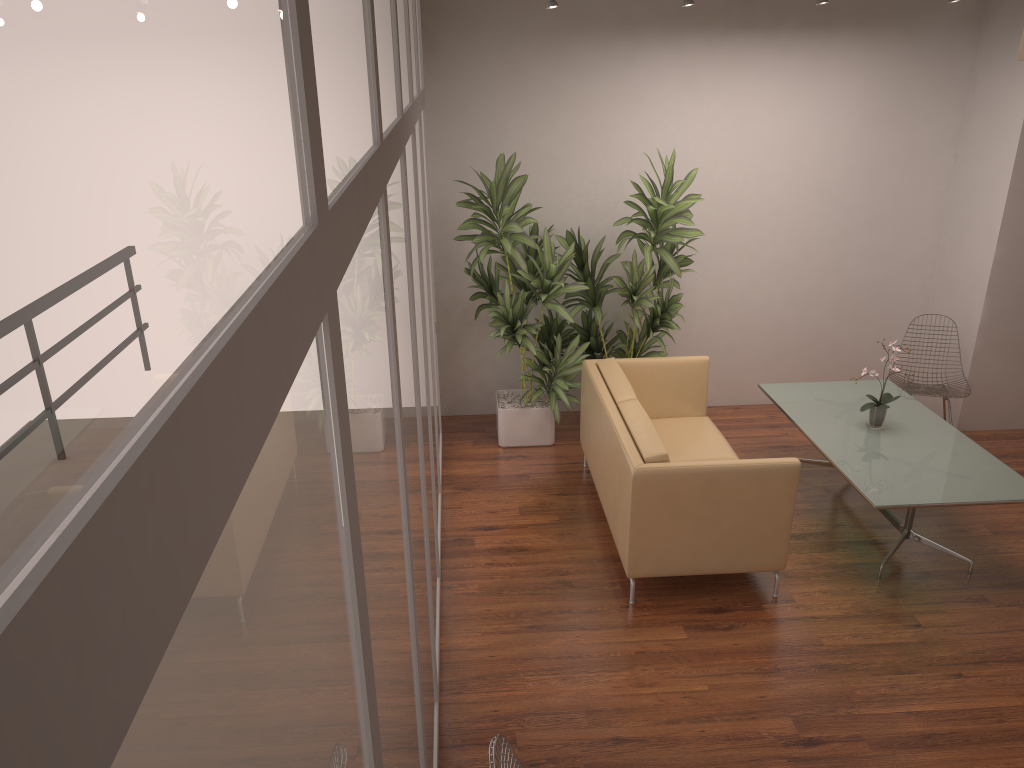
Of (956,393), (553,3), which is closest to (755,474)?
(956,393)

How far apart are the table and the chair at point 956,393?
0.3m

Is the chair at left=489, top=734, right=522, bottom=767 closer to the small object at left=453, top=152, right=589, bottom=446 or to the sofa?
the sofa

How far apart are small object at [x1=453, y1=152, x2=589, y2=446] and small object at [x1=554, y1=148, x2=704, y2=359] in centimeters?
9cm

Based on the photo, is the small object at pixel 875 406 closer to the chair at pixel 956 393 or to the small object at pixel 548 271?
the chair at pixel 956 393

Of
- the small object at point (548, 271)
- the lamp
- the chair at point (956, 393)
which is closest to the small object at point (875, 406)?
the chair at point (956, 393)

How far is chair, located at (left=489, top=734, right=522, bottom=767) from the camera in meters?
2.4

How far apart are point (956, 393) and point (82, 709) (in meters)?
6.82

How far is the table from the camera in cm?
460

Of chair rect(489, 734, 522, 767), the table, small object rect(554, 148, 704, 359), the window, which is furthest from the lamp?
chair rect(489, 734, 522, 767)
